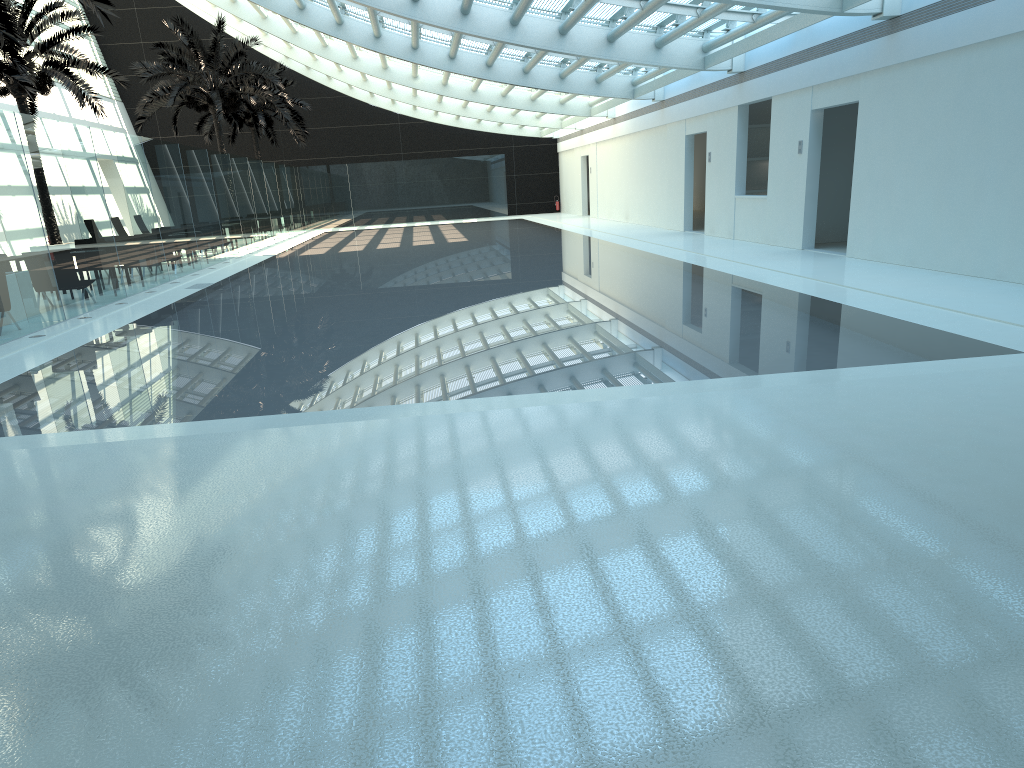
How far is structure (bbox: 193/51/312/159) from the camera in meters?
36.7

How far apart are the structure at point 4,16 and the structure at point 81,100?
8.0m

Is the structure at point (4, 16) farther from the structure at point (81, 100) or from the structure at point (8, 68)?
the structure at point (81, 100)

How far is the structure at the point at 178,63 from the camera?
28.4m

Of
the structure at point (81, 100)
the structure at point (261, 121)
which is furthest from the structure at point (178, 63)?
the structure at point (261, 121)

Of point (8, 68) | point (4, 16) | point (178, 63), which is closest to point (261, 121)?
point (178, 63)

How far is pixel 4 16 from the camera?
13.8 meters

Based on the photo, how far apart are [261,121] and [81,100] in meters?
15.1 m

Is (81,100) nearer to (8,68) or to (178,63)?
(8,68)

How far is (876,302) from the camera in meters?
9.8
